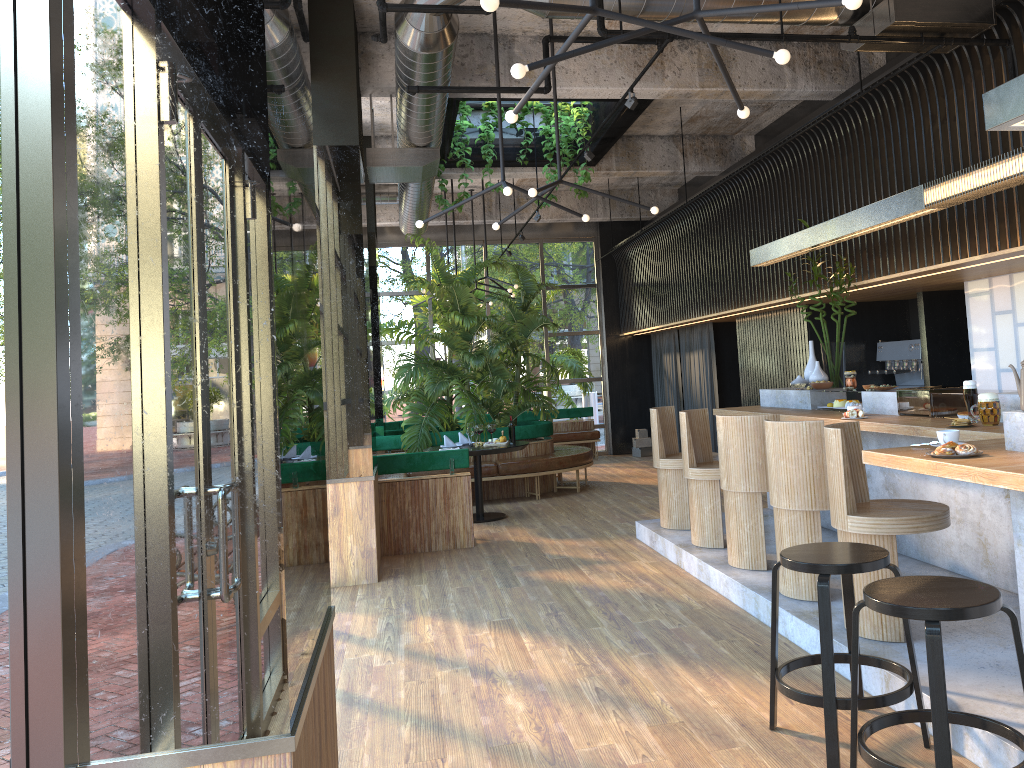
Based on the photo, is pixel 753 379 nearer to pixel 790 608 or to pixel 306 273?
pixel 790 608

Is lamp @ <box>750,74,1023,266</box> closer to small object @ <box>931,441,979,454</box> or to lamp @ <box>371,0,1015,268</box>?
lamp @ <box>371,0,1015,268</box>

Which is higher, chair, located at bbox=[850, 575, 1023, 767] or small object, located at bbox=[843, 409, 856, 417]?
small object, located at bbox=[843, 409, 856, 417]

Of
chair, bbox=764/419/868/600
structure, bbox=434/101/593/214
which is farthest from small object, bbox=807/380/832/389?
structure, bbox=434/101/593/214

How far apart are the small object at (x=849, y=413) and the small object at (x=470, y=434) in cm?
442

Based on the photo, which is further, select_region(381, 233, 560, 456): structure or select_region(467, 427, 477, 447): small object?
select_region(381, 233, 560, 456): structure

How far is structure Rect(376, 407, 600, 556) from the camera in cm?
764

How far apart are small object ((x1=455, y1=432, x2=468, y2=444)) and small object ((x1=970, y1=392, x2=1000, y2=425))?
6.1m

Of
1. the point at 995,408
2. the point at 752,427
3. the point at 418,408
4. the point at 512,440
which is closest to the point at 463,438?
the point at 418,408

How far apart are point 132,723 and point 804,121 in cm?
874
